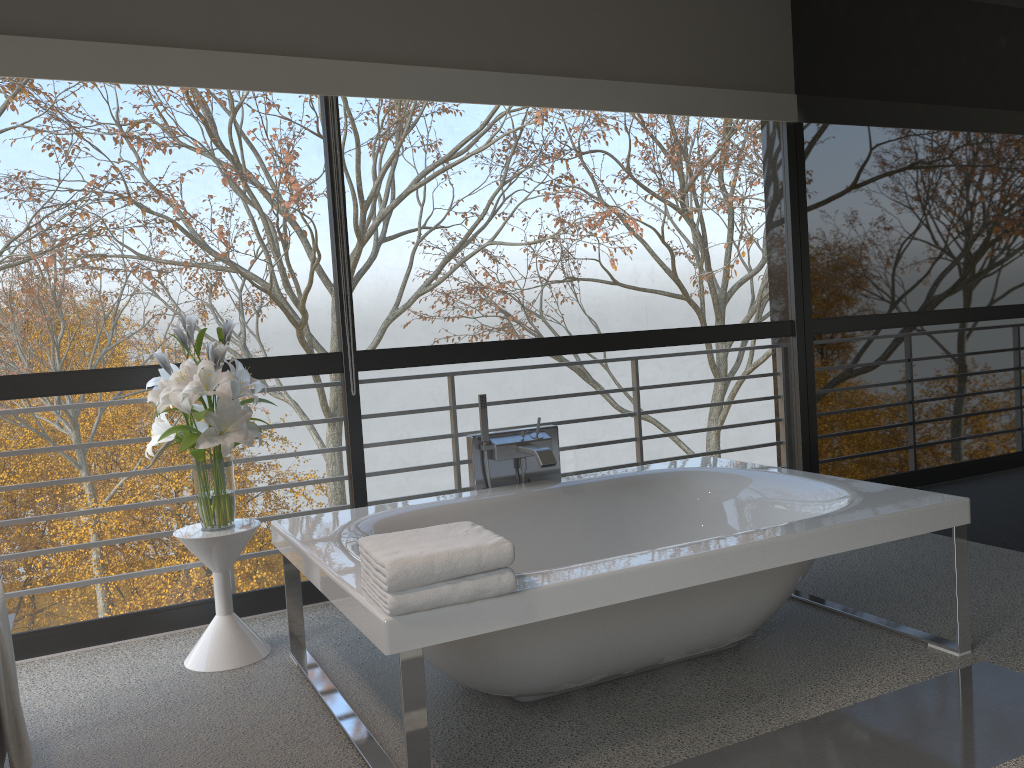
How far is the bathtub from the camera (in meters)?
2.18

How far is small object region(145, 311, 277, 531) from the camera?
3.0 meters

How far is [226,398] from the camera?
3.0m

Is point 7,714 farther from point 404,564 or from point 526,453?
point 526,453

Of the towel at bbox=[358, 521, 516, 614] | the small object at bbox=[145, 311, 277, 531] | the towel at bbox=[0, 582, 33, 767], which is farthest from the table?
the towel at bbox=[0, 582, 33, 767]

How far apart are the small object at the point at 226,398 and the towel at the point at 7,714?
1.2m

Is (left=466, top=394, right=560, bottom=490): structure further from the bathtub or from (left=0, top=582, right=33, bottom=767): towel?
(left=0, top=582, right=33, bottom=767): towel

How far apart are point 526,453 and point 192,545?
1.3m

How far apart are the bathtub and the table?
0.1m

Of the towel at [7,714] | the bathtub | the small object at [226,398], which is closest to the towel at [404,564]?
the bathtub
